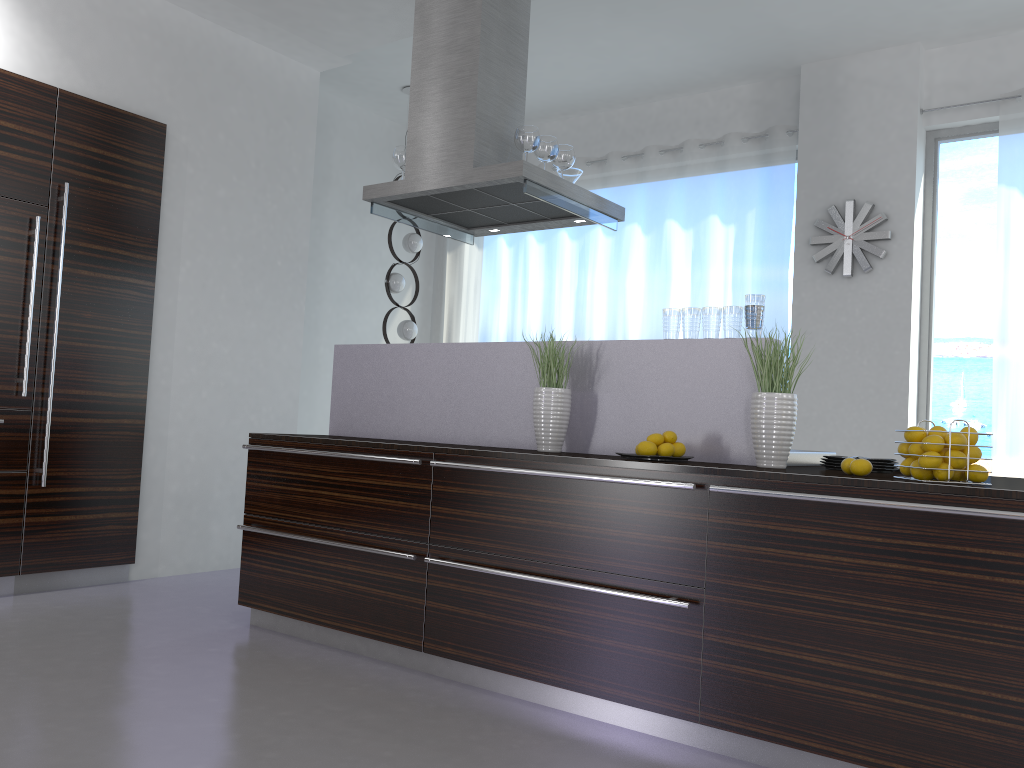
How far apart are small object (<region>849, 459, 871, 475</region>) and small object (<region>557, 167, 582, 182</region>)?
2.4m

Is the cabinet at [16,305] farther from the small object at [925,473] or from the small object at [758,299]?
the small object at [925,473]

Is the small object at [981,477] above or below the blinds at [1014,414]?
below

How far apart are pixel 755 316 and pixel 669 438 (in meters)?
0.54

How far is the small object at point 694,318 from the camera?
3.3m

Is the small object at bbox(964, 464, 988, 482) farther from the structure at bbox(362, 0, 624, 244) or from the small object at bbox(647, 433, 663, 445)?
the structure at bbox(362, 0, 624, 244)

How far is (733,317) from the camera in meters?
3.2

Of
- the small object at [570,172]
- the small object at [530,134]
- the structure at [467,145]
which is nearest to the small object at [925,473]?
the structure at [467,145]

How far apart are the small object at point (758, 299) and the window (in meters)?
3.09

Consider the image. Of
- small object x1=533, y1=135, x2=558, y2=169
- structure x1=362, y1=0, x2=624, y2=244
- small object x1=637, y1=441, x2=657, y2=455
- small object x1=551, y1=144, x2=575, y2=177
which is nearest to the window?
structure x1=362, y1=0, x2=624, y2=244
